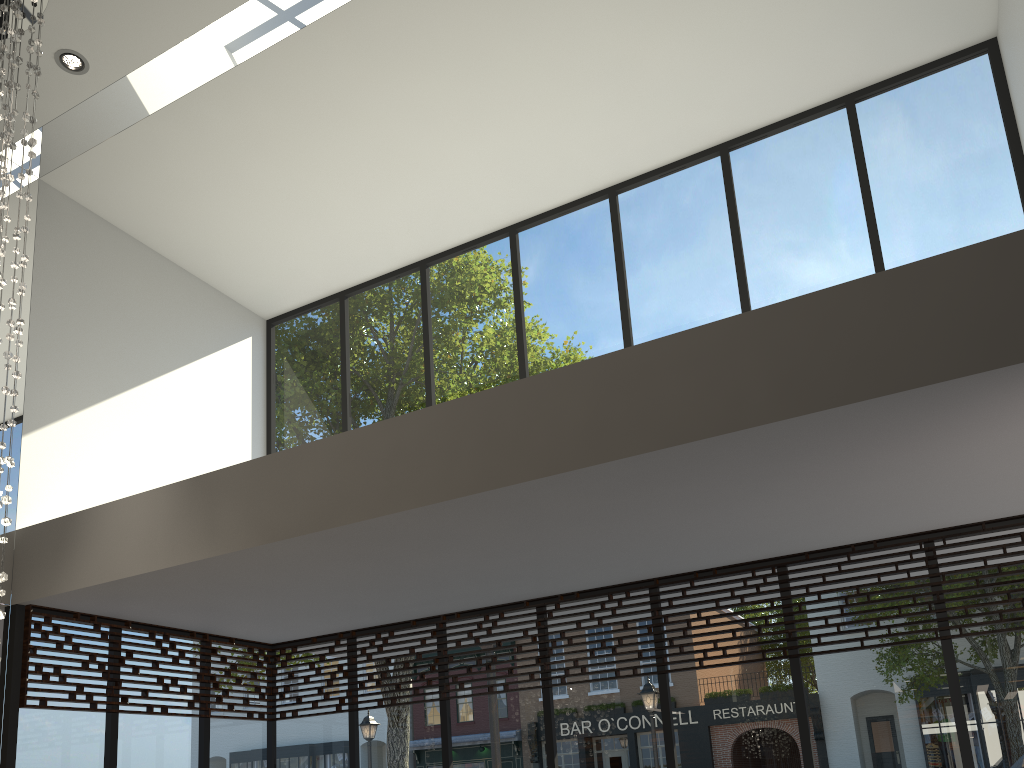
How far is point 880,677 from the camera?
5.0m

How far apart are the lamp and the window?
1.5m

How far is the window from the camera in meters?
5.0

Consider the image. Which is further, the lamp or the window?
the window

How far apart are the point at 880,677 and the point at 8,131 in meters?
5.6

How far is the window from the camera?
5.0 meters

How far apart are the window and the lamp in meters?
1.5 m

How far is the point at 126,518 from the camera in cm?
508

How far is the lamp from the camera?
4.4 meters
